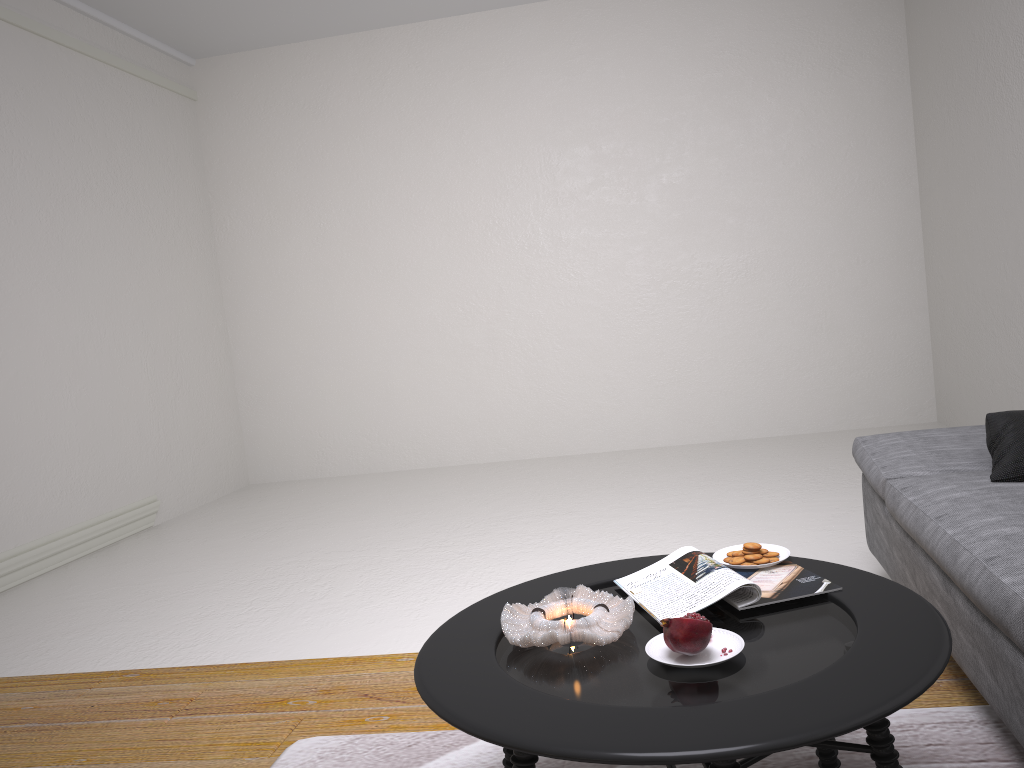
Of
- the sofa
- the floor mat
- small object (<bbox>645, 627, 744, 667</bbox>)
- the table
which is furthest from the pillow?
small object (<bbox>645, 627, 744, 667</bbox>)

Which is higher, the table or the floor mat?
the table

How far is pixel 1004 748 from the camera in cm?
184

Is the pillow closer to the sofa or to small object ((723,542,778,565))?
the sofa

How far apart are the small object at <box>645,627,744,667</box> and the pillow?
1.2 meters

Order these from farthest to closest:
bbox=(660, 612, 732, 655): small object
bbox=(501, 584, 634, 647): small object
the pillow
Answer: the pillow → bbox=(501, 584, 634, 647): small object → bbox=(660, 612, 732, 655): small object

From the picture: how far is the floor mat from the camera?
1.8 meters

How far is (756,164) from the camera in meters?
6.1 m

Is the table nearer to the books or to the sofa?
the books

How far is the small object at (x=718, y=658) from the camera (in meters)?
1.46
